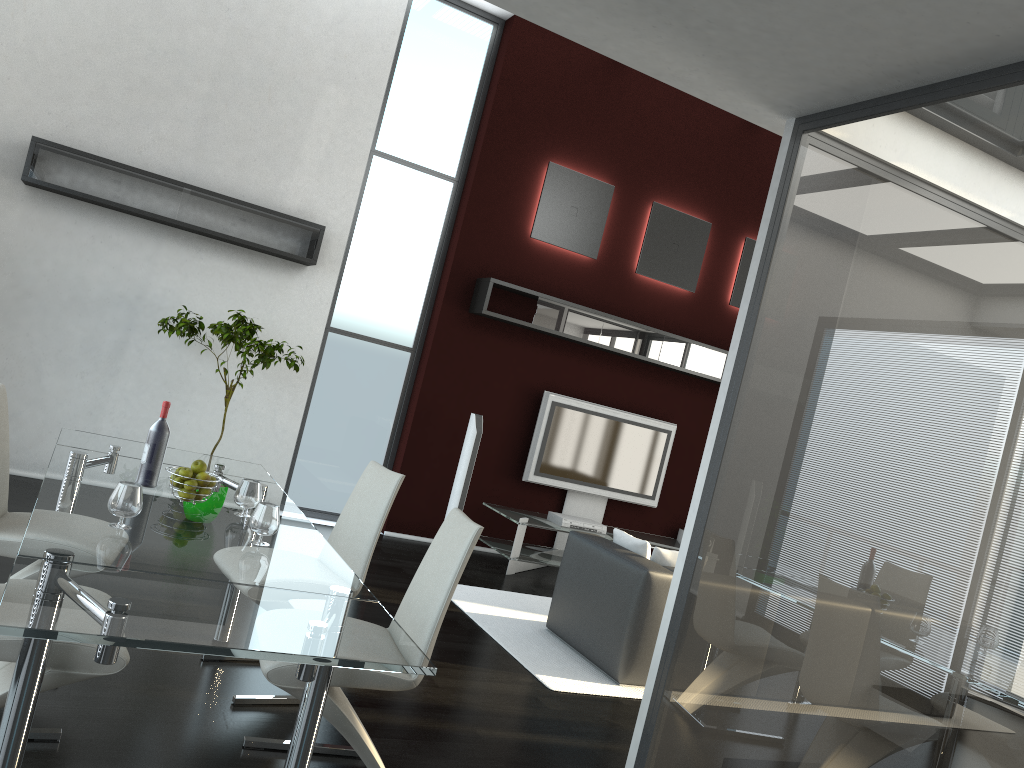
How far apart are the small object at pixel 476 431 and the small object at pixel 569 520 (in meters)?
0.82

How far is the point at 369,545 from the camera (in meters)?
3.68

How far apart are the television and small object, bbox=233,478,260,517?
4.6m

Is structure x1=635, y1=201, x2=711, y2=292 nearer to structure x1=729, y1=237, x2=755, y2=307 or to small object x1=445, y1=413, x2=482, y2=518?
structure x1=729, y1=237, x2=755, y2=307

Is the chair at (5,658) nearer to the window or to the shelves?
the shelves

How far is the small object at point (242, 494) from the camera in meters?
3.2 m

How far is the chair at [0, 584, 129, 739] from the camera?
2.32m

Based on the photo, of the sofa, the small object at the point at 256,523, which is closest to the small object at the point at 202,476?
the small object at the point at 256,523

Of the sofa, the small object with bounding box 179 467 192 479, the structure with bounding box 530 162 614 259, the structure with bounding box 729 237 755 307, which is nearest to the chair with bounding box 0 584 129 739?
the small object with bounding box 179 467 192 479

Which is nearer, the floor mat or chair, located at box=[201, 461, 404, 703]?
chair, located at box=[201, 461, 404, 703]
